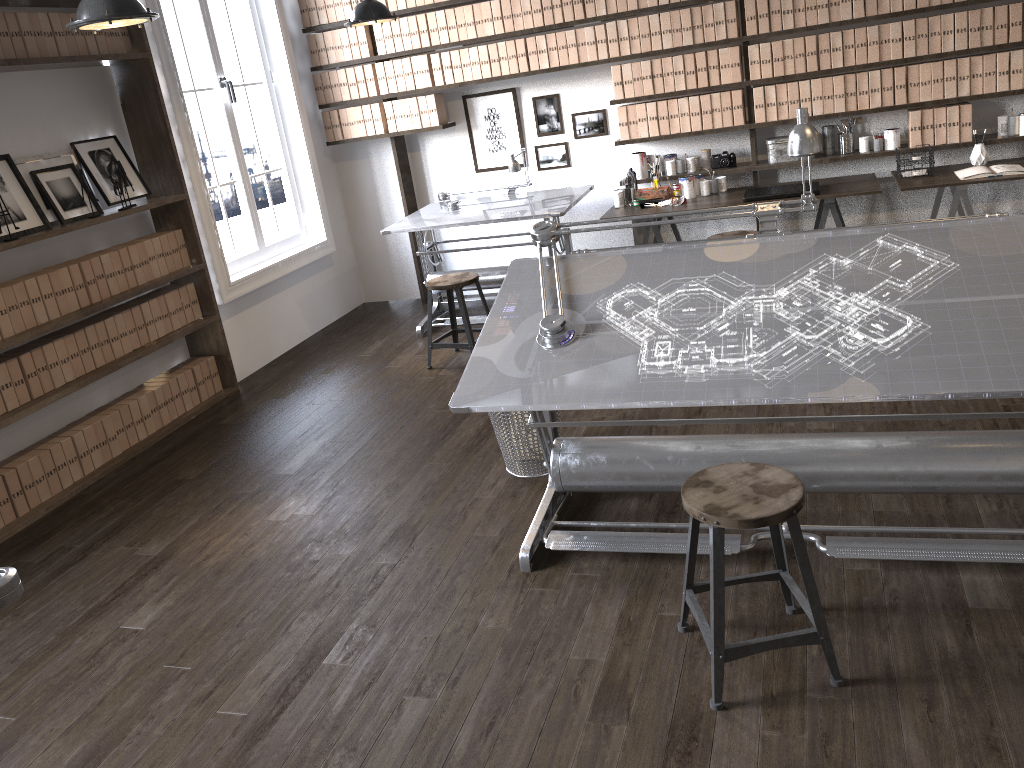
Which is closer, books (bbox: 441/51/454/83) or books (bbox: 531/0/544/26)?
books (bbox: 531/0/544/26)

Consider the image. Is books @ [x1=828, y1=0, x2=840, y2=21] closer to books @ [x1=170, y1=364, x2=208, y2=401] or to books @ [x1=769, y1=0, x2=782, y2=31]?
books @ [x1=769, y1=0, x2=782, y2=31]

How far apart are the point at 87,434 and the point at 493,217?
2.68m

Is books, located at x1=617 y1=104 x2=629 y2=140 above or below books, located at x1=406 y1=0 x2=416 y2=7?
below

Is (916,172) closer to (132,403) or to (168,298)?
(168,298)

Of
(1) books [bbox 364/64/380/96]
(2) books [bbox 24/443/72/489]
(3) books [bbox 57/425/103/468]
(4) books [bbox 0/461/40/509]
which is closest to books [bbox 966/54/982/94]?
(1) books [bbox 364/64/380/96]

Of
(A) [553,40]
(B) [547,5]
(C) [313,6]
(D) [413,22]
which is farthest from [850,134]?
(C) [313,6]

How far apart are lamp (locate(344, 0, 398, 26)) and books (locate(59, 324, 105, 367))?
2.1 meters

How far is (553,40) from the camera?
5.9 meters

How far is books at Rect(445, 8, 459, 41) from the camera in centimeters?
603cm
